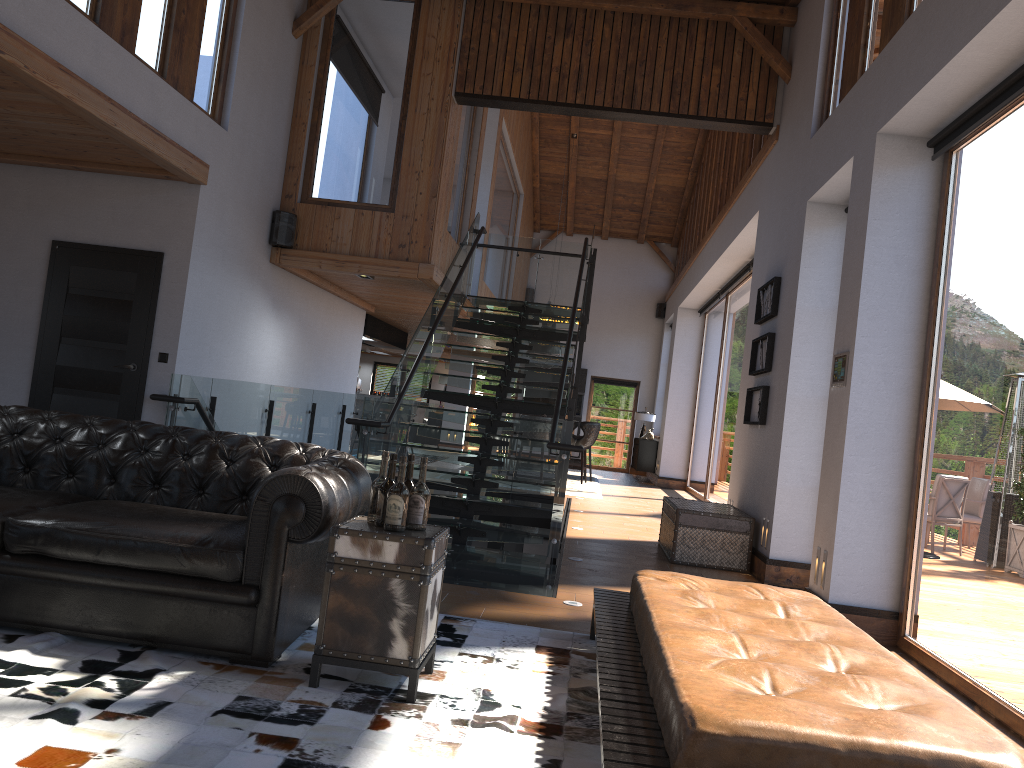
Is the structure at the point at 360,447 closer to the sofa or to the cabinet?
the sofa

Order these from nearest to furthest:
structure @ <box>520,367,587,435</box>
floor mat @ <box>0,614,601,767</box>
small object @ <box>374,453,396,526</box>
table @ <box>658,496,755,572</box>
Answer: floor mat @ <box>0,614,601,767</box>
small object @ <box>374,453,396,526</box>
table @ <box>658,496,755,572</box>
structure @ <box>520,367,587,435</box>

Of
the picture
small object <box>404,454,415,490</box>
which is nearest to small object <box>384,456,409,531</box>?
small object <box>404,454,415,490</box>

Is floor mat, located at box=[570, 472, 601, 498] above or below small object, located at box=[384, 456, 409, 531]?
below

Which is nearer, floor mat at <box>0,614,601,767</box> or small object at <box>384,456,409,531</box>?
floor mat at <box>0,614,601,767</box>

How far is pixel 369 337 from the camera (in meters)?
14.49

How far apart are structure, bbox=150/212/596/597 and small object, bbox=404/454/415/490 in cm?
231

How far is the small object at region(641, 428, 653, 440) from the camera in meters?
18.5

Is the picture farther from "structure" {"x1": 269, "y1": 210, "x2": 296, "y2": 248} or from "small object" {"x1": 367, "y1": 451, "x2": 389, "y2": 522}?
"small object" {"x1": 367, "y1": 451, "x2": 389, "y2": 522}

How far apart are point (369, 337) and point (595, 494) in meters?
4.5
